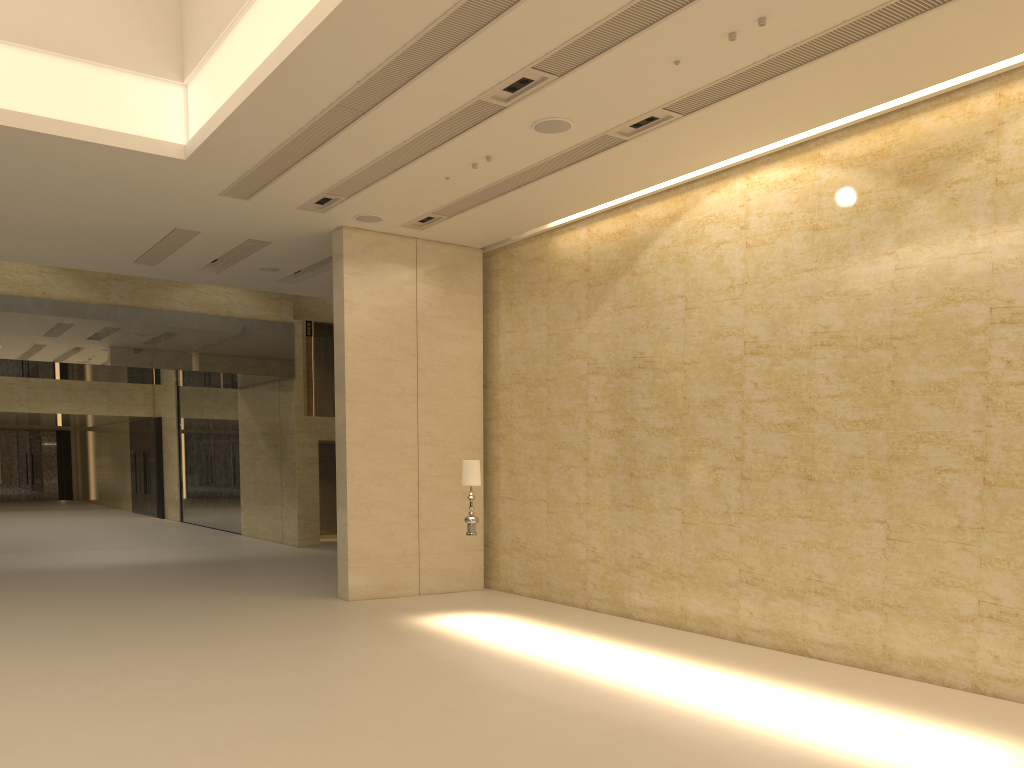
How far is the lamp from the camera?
11.8m

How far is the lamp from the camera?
11.8m

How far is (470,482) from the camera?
11.8m
